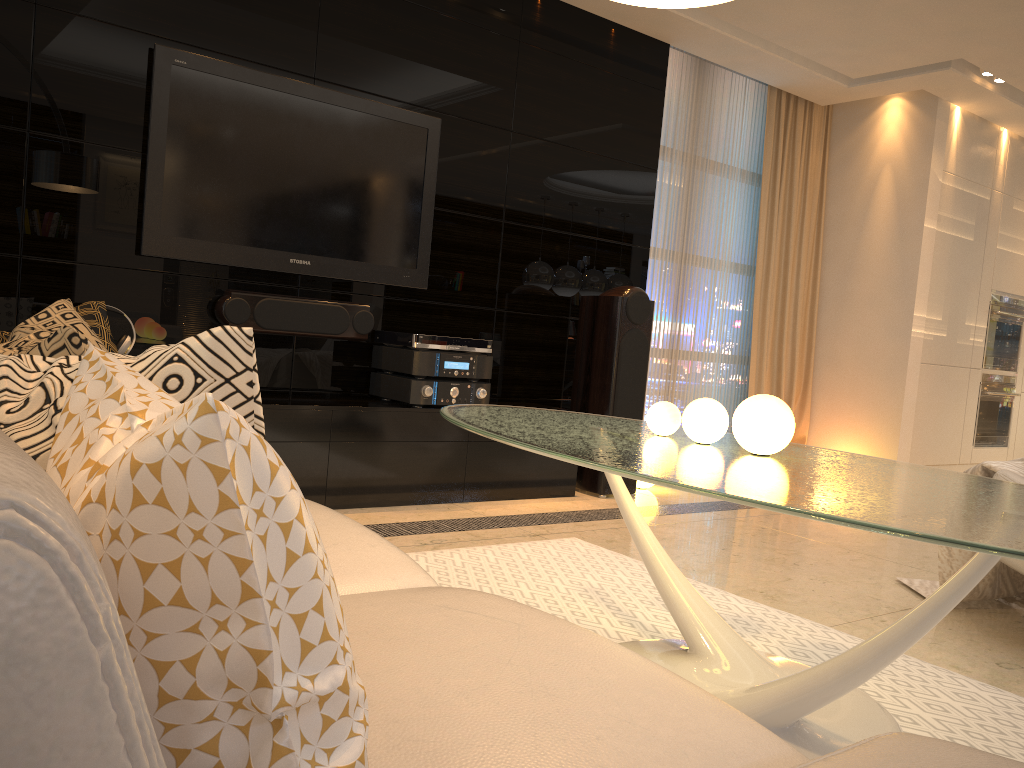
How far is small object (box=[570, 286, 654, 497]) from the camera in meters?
4.6

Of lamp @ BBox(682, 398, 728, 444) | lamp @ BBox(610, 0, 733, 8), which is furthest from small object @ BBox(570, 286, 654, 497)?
lamp @ BBox(610, 0, 733, 8)

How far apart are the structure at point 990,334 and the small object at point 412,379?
4.4 meters

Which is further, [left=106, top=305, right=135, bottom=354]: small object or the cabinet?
the cabinet

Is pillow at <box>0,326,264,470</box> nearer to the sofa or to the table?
the sofa

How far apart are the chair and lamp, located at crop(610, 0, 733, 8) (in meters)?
1.74

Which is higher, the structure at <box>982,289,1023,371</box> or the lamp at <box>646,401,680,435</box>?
the structure at <box>982,289,1023,371</box>

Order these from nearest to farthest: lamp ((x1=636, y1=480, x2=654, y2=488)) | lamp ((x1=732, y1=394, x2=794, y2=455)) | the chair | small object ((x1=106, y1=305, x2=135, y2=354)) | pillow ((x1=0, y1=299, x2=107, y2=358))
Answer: pillow ((x1=0, y1=299, x2=107, y2=358)) < lamp ((x1=732, y1=394, x2=794, y2=455)) < the chair < small object ((x1=106, y1=305, x2=135, y2=354)) < lamp ((x1=636, y1=480, x2=654, y2=488))

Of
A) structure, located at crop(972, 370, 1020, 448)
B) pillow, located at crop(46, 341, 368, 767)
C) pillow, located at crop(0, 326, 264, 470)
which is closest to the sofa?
pillow, located at crop(46, 341, 368, 767)

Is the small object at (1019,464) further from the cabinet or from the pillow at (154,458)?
the pillow at (154,458)
